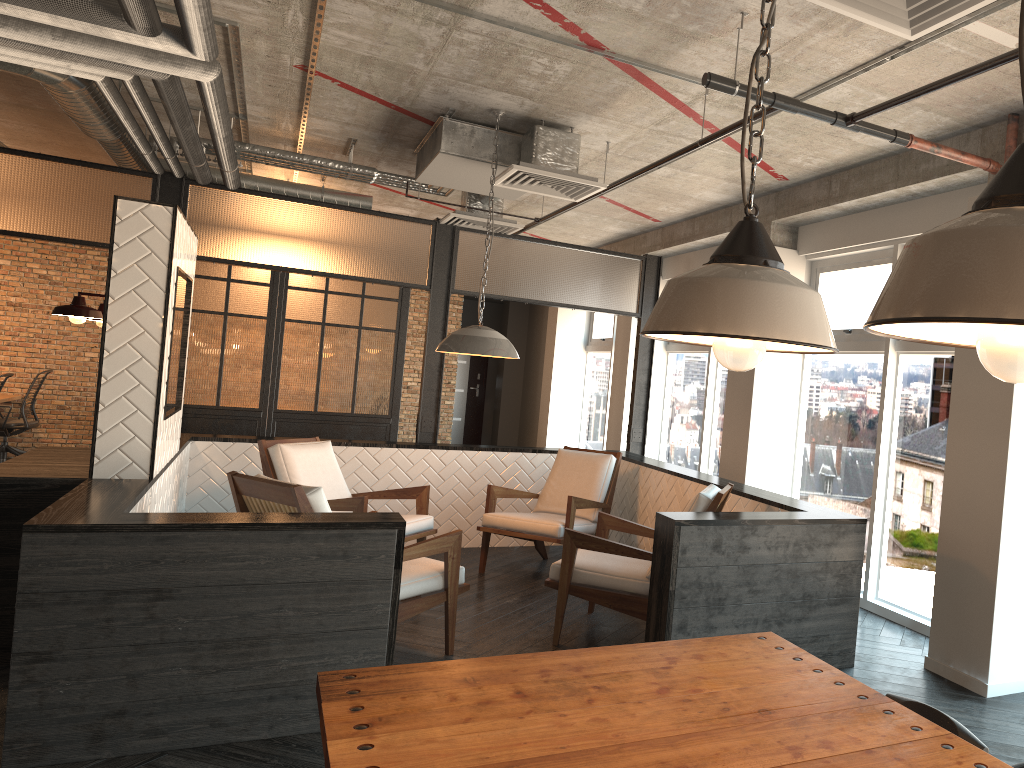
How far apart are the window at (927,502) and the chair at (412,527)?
2.7m

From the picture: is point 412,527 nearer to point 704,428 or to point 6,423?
point 704,428

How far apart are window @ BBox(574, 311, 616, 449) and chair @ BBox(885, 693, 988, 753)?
8.86m

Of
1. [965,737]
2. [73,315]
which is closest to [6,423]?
[73,315]

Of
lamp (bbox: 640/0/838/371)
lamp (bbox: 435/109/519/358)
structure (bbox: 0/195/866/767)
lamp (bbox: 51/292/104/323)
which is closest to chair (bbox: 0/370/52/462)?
structure (bbox: 0/195/866/767)

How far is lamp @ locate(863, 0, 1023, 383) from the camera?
0.73m

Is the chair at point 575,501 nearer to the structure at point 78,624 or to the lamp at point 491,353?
the structure at point 78,624

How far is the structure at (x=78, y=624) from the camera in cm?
331

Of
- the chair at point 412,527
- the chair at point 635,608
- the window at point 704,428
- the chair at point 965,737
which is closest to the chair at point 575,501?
the chair at point 412,527

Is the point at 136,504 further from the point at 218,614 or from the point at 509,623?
the point at 509,623
